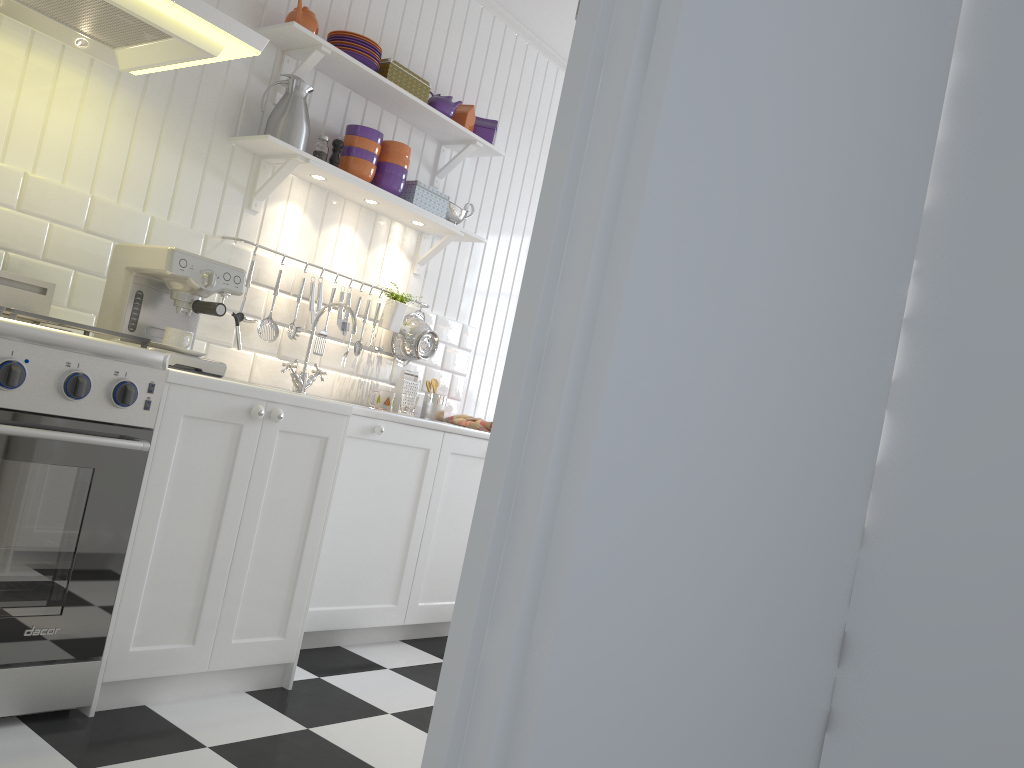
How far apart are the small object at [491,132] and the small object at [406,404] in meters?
1.2

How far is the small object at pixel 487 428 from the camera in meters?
3.5 m

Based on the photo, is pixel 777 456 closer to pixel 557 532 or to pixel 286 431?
pixel 557 532

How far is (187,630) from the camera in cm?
221

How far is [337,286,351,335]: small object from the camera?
3.4m

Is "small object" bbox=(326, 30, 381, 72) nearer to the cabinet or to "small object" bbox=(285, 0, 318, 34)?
"small object" bbox=(285, 0, 318, 34)

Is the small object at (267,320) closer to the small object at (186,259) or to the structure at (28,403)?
the small object at (186,259)

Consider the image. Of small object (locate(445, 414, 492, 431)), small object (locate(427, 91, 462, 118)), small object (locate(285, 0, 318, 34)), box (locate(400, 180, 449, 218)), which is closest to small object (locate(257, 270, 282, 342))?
box (locate(400, 180, 449, 218))

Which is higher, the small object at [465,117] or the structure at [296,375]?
the small object at [465,117]

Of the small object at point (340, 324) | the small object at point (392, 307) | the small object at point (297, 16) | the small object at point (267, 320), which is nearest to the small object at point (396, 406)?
the small object at point (392, 307)
